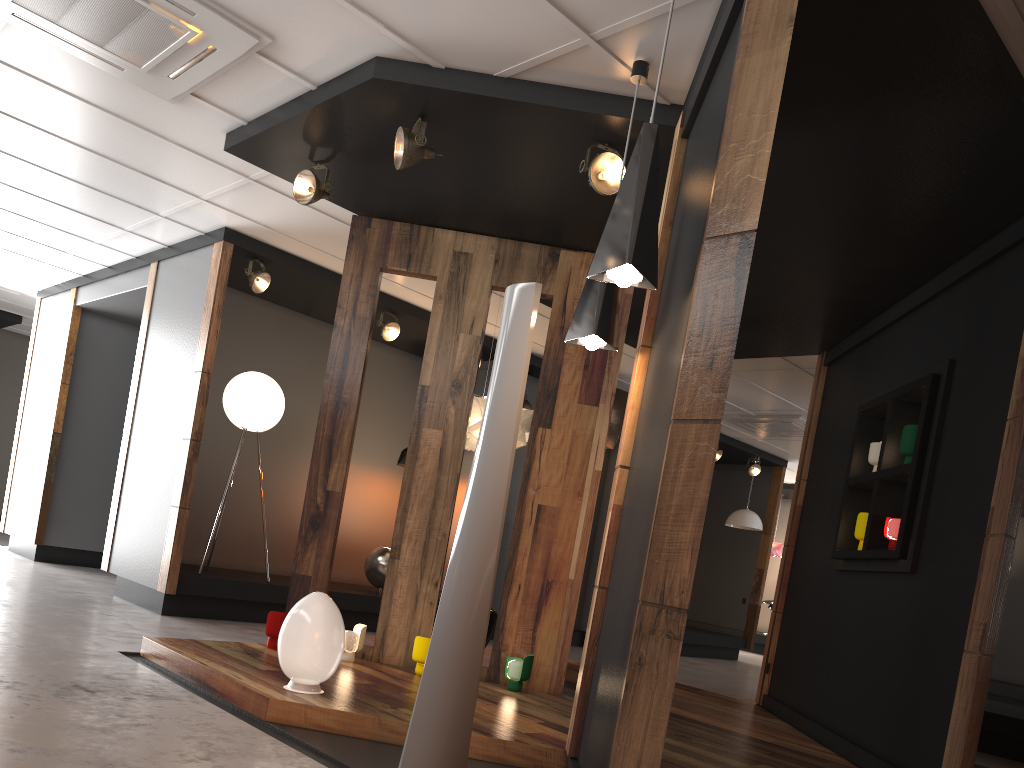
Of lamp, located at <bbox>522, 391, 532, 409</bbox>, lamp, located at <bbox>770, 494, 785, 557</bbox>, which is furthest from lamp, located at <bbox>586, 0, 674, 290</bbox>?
lamp, located at <bbox>770, 494, 785, 557</bbox>

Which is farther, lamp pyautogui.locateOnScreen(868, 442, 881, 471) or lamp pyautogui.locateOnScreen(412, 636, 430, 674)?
lamp pyautogui.locateOnScreen(868, 442, 881, 471)

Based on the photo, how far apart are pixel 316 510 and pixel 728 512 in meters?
8.8 m

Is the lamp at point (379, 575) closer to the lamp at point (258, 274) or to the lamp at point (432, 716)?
the lamp at point (258, 274)

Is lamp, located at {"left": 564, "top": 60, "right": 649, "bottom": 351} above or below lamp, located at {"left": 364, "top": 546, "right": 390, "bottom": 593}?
above

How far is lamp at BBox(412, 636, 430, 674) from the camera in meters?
5.0 m

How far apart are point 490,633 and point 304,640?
2.3 meters

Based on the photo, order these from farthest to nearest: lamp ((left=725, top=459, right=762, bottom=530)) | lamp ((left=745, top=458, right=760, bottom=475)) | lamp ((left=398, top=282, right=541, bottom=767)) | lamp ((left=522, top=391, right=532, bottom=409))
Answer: lamp ((left=745, top=458, right=760, bottom=475)) → lamp ((left=725, top=459, right=762, bottom=530)) → lamp ((left=522, top=391, right=532, bottom=409)) → lamp ((left=398, top=282, right=541, bottom=767))

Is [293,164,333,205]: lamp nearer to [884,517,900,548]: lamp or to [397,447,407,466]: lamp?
[884,517,900,548]: lamp

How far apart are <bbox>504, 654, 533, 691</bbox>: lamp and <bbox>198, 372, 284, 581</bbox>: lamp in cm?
308
